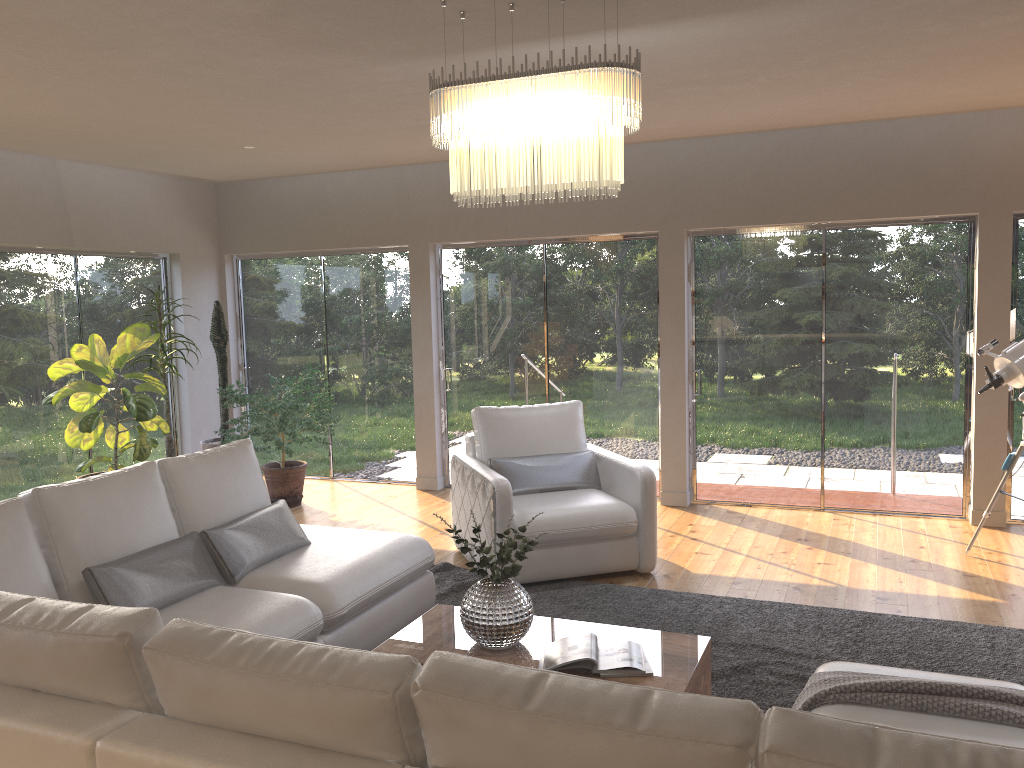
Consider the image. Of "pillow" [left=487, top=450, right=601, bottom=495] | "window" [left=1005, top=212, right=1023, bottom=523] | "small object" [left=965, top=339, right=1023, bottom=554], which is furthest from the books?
"window" [left=1005, top=212, right=1023, bottom=523]

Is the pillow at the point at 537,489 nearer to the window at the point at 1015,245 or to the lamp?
the lamp

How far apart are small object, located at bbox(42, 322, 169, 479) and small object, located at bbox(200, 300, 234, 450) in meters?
0.7 m

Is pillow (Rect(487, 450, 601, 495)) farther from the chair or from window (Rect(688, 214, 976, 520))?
window (Rect(688, 214, 976, 520))

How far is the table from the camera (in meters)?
3.17

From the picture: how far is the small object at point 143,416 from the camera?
6.2m

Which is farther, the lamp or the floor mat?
→ the floor mat

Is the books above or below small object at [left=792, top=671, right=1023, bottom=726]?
below

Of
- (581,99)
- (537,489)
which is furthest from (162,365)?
(581,99)

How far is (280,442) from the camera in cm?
682
